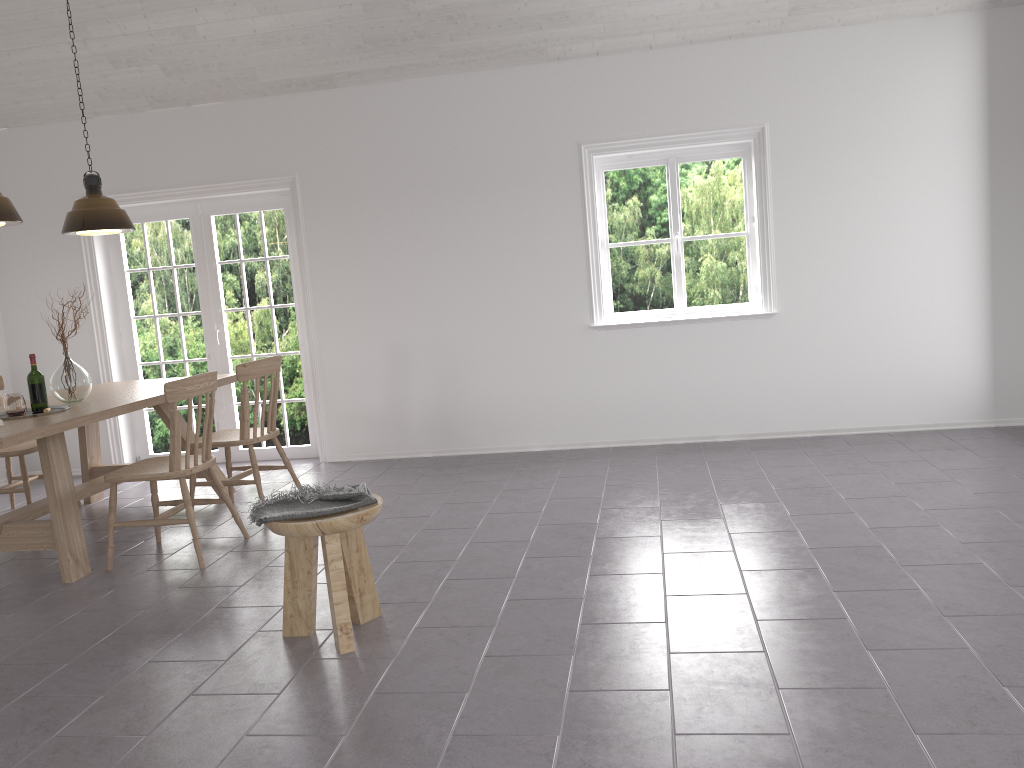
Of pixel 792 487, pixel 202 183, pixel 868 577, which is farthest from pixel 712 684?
pixel 202 183

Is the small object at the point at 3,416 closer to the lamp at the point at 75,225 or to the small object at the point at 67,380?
the small object at the point at 67,380

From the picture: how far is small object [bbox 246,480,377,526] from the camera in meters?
3.1 m

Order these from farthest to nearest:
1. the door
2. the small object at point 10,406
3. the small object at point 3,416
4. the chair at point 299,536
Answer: the door < the small object at point 3,416 < the small object at point 10,406 < the chair at point 299,536

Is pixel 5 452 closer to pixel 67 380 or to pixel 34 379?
Result: pixel 67 380

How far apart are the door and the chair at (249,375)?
1.3 meters

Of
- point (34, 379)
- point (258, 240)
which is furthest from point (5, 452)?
point (258, 240)

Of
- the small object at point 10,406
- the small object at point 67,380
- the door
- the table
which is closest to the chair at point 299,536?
the table

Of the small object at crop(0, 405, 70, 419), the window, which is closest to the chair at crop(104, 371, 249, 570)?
the small object at crop(0, 405, 70, 419)

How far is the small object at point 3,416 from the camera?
4.55m
